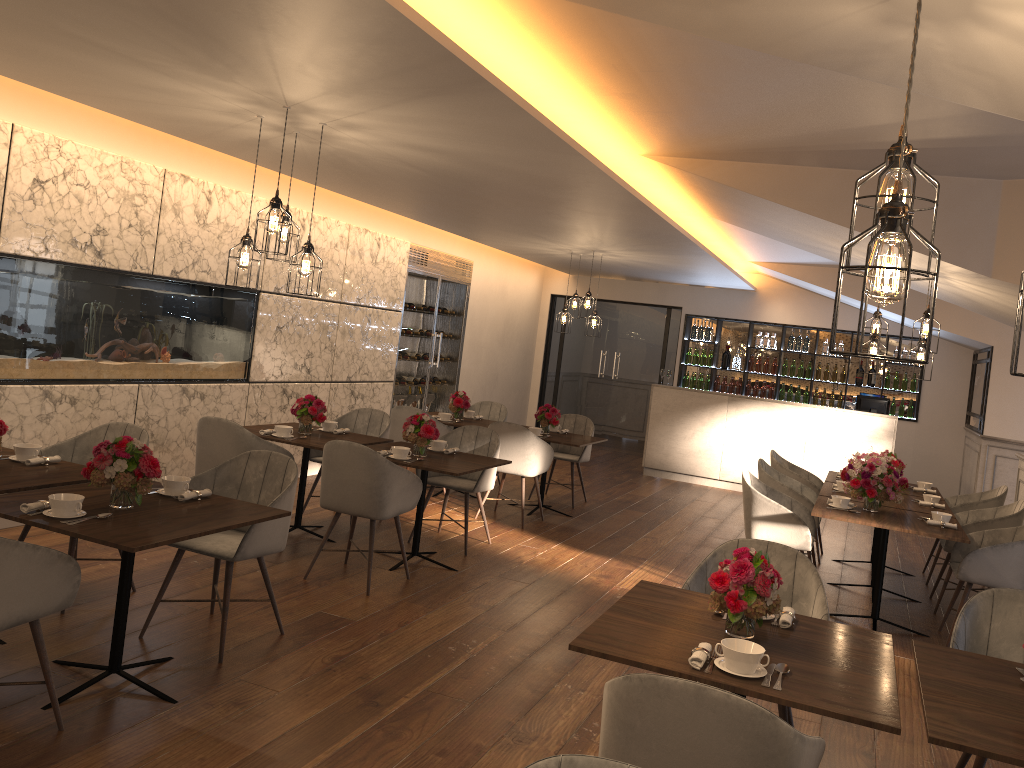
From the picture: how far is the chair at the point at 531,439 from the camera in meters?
7.5

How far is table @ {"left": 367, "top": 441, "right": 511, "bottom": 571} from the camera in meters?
5.6

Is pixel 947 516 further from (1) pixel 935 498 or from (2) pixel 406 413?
(2) pixel 406 413

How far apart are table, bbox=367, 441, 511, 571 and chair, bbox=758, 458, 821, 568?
2.10m

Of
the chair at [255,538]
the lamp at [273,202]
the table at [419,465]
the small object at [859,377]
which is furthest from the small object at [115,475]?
the small object at [859,377]

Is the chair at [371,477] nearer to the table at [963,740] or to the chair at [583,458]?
the table at [963,740]

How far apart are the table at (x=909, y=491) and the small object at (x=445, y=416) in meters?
3.5 m

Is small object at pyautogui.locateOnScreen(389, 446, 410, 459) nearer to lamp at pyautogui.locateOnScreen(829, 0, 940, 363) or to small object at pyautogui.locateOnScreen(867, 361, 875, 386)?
lamp at pyautogui.locateOnScreen(829, 0, 940, 363)

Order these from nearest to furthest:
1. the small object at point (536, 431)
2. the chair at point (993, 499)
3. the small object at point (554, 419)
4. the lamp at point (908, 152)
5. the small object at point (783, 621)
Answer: the lamp at point (908, 152) → the small object at point (783, 621) → the chair at point (993, 499) → the small object at point (536, 431) → the small object at point (554, 419)

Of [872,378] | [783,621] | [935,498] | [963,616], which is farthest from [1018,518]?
[872,378]
